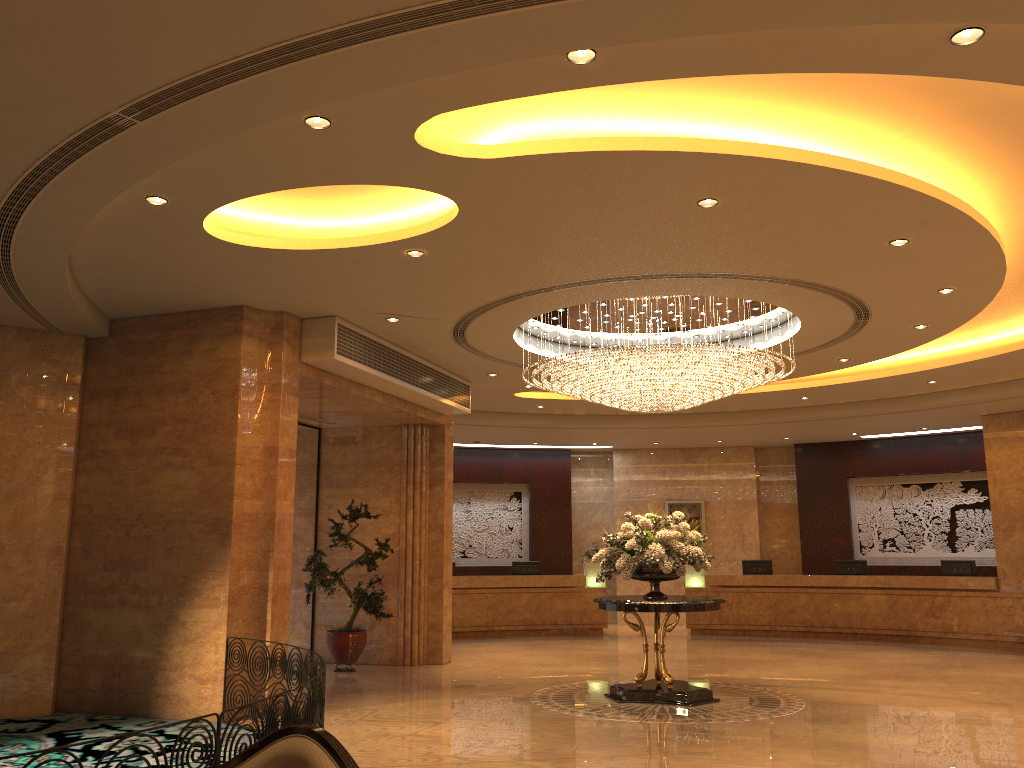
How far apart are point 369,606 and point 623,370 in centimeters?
513cm

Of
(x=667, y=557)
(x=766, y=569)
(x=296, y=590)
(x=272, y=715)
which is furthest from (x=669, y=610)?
(x=766, y=569)

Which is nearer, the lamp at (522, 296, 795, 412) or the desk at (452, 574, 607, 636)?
the lamp at (522, 296, 795, 412)

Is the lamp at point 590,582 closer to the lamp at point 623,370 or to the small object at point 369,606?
the small object at point 369,606

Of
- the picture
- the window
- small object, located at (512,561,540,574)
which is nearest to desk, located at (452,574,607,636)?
small object, located at (512,561,540,574)

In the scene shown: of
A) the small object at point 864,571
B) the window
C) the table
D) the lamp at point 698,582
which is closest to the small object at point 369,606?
the window

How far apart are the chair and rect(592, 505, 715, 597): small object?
6.40m

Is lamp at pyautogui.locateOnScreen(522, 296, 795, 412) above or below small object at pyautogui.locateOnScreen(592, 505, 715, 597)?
above

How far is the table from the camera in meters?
9.5

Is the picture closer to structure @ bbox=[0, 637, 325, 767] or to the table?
the table
